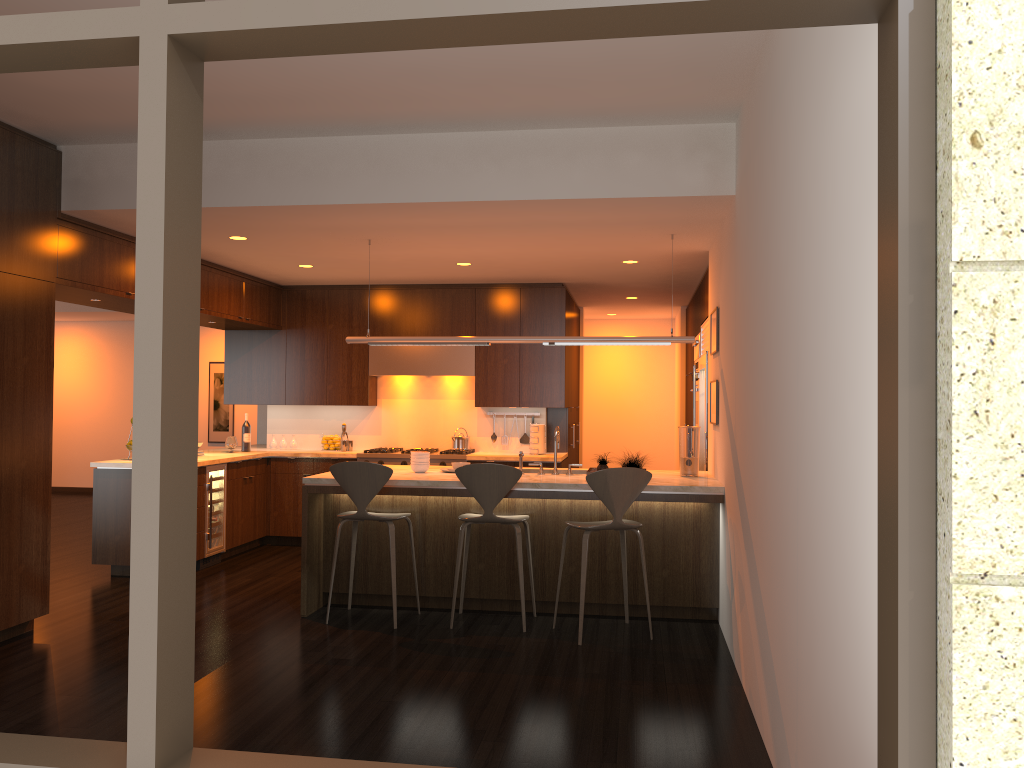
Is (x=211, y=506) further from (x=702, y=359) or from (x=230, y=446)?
(x=702, y=359)

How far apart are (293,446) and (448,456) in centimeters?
182cm

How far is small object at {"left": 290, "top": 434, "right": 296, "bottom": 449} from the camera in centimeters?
913cm

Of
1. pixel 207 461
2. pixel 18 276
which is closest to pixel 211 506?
pixel 207 461

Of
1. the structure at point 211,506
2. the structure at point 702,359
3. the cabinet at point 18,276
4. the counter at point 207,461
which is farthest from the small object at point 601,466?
the structure at point 211,506

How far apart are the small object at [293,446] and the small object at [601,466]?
4.3 meters

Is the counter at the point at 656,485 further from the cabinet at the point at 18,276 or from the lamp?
the cabinet at the point at 18,276

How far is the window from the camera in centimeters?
160cm

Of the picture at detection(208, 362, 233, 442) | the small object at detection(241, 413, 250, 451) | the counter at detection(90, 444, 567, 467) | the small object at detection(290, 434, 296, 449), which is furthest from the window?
the picture at detection(208, 362, 233, 442)

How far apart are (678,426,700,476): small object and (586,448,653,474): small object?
0.4 meters
